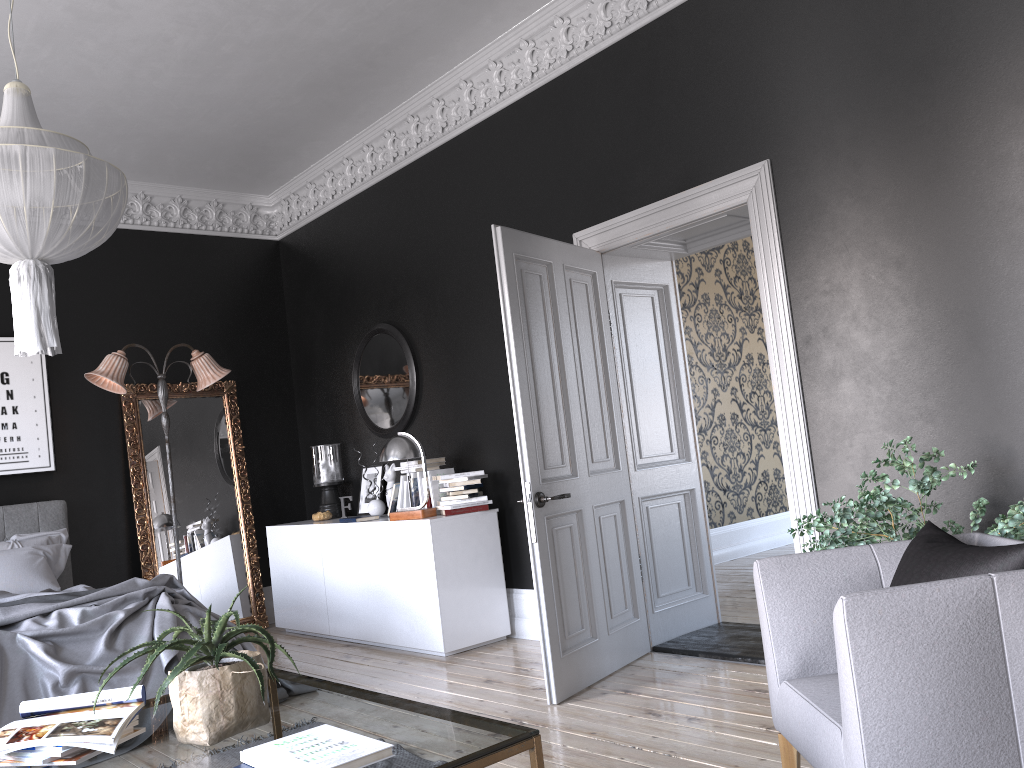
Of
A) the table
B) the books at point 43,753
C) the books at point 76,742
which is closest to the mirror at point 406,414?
the table

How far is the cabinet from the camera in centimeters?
565cm

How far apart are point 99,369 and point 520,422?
3.8m

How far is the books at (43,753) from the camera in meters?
2.2

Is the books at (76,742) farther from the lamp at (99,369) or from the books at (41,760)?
the lamp at (99,369)

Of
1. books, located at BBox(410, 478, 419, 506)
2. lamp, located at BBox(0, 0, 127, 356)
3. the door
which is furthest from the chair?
books, located at BBox(410, 478, 419, 506)

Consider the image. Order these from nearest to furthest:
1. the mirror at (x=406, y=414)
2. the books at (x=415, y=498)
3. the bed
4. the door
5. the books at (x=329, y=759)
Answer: the books at (x=329, y=759) → the bed → the door → the books at (x=415, y=498) → the mirror at (x=406, y=414)

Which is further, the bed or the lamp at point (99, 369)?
the lamp at point (99, 369)

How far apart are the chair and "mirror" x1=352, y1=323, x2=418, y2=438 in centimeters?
428cm

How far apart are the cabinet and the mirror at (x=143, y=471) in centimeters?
36cm
